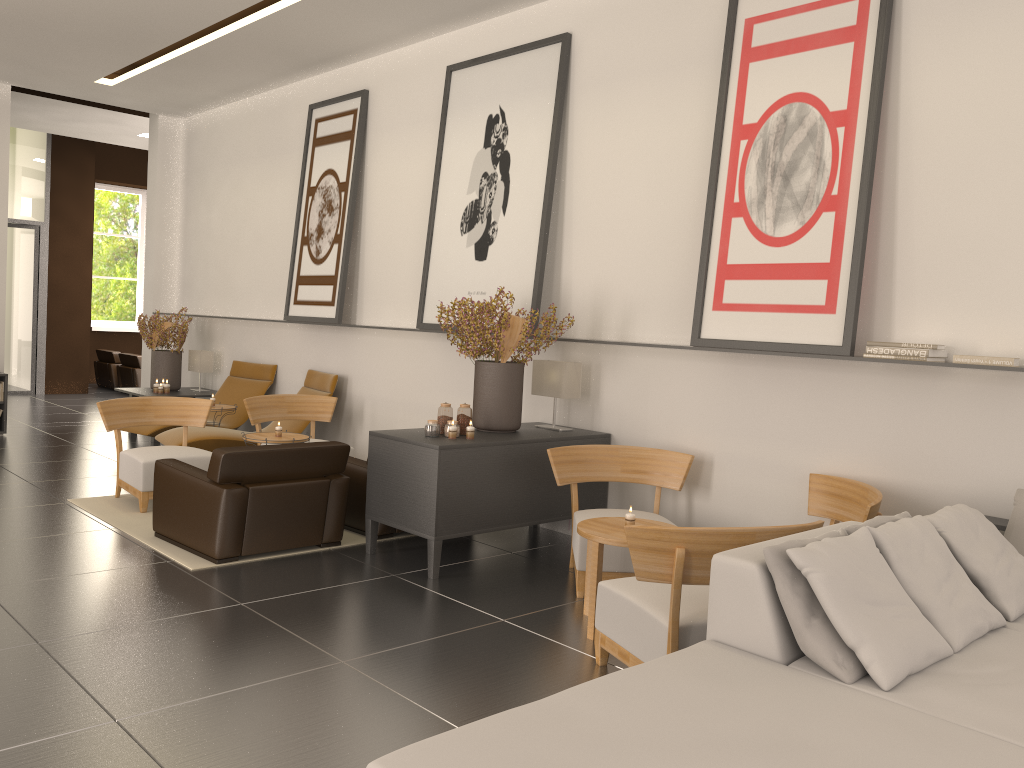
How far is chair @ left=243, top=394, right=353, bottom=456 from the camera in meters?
12.0

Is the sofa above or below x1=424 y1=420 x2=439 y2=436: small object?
below

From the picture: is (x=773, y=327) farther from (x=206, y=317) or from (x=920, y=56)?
(x=206, y=317)

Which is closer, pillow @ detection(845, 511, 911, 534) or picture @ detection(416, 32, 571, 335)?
pillow @ detection(845, 511, 911, 534)

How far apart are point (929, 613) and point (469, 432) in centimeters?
472cm

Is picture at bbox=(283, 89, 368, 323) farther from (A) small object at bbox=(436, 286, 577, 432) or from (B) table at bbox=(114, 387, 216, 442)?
(A) small object at bbox=(436, 286, 577, 432)

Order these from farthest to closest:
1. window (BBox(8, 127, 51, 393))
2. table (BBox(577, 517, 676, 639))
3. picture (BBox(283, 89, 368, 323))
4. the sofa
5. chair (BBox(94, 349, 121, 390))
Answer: chair (BBox(94, 349, 121, 390))
window (BBox(8, 127, 51, 393))
picture (BBox(283, 89, 368, 323))
table (BBox(577, 517, 676, 639))
the sofa

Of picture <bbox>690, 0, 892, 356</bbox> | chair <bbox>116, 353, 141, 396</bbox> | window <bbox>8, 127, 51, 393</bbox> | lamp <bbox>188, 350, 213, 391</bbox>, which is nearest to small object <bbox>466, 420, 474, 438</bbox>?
picture <bbox>690, 0, 892, 356</bbox>

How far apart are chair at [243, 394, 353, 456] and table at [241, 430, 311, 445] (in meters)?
1.16

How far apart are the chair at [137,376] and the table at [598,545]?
18.8 meters
